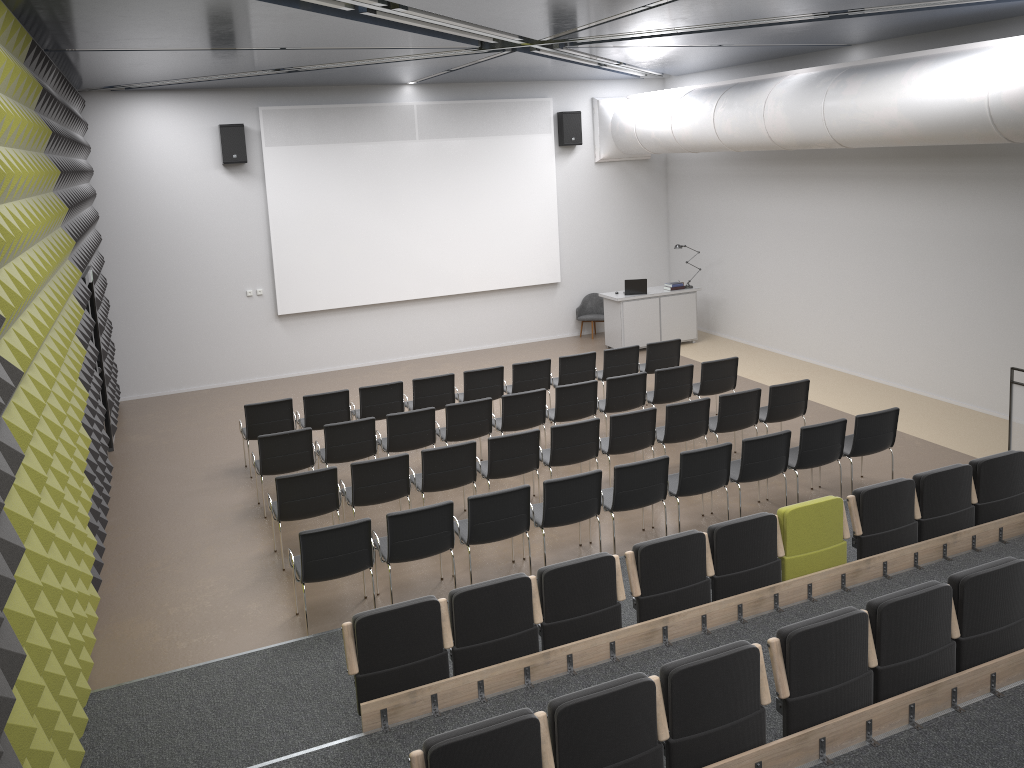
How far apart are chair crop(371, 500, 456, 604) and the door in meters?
5.0

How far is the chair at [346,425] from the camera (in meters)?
9.39

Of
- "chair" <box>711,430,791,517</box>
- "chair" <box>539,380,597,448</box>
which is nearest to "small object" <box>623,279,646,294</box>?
"chair" <box>539,380,597,448</box>

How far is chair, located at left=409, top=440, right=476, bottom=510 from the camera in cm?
846

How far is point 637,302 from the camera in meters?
15.3 m

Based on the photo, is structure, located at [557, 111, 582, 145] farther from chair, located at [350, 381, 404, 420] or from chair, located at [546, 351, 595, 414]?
chair, located at [350, 381, 404, 420]

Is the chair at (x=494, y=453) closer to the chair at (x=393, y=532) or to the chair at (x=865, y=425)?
the chair at (x=393, y=532)

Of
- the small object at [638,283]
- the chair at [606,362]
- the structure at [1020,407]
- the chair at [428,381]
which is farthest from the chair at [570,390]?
the small object at [638,283]

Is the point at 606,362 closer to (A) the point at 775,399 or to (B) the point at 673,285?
(A) the point at 775,399

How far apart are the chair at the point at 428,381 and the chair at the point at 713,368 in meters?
3.1 m
